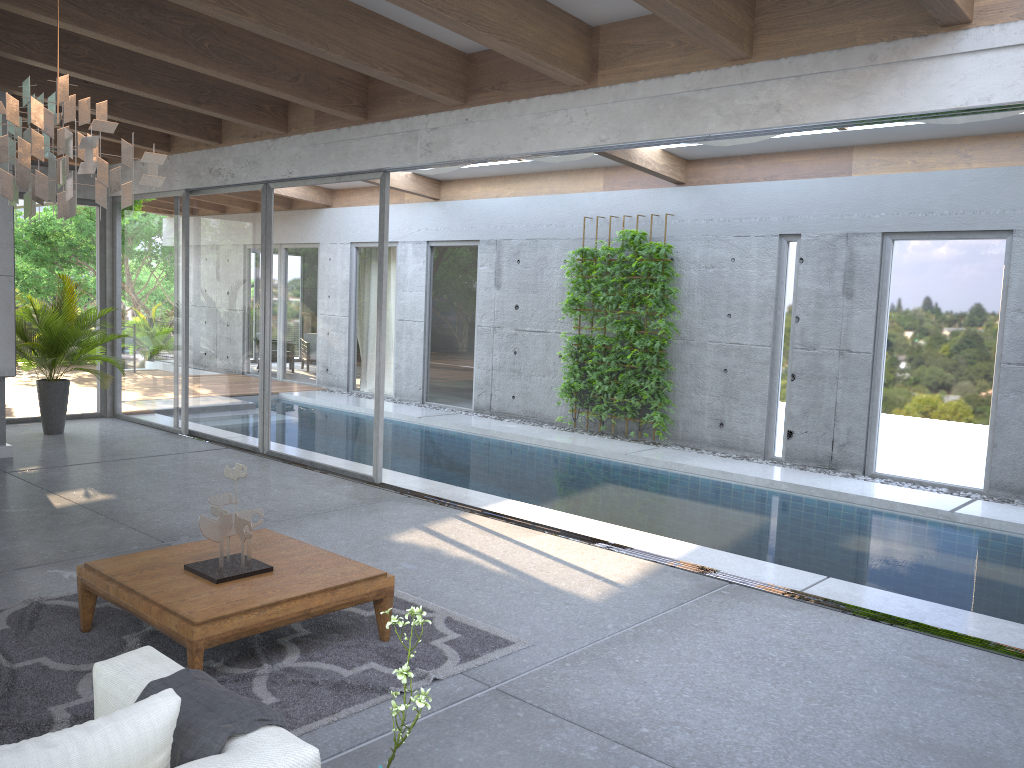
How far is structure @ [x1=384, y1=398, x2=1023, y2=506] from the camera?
8.31m

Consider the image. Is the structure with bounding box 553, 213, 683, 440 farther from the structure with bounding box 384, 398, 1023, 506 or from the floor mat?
the floor mat

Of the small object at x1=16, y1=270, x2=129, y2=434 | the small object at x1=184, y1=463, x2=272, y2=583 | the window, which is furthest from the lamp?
the small object at x1=16, y1=270, x2=129, y2=434

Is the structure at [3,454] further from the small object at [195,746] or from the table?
the small object at [195,746]

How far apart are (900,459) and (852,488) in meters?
0.8

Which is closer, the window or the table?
the table

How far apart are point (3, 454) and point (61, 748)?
7.4 meters

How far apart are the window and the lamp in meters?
4.1

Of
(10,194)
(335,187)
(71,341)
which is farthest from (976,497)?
(71,341)

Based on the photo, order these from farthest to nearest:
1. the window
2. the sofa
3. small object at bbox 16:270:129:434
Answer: small object at bbox 16:270:129:434, the window, the sofa
